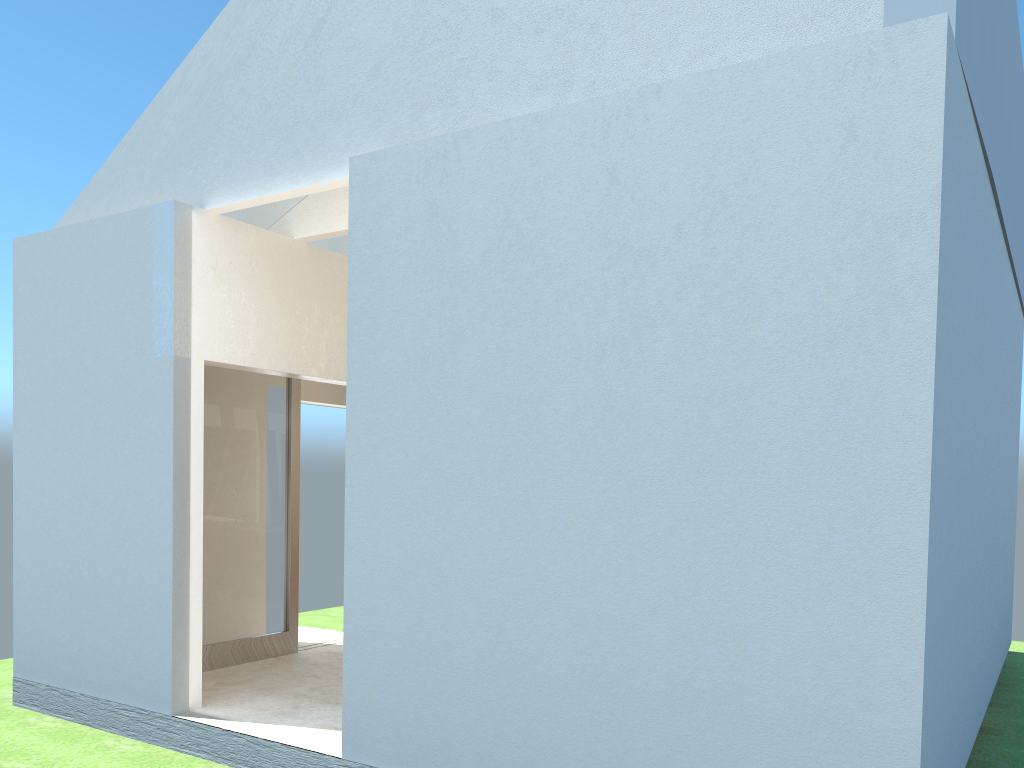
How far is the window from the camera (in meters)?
17.21

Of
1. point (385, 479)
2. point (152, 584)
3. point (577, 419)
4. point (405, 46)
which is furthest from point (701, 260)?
point (152, 584)

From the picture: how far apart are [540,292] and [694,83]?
2.9m

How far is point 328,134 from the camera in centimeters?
1338cm

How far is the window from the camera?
17.21m

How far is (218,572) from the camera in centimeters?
1721cm

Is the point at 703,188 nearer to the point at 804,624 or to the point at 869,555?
the point at 869,555
